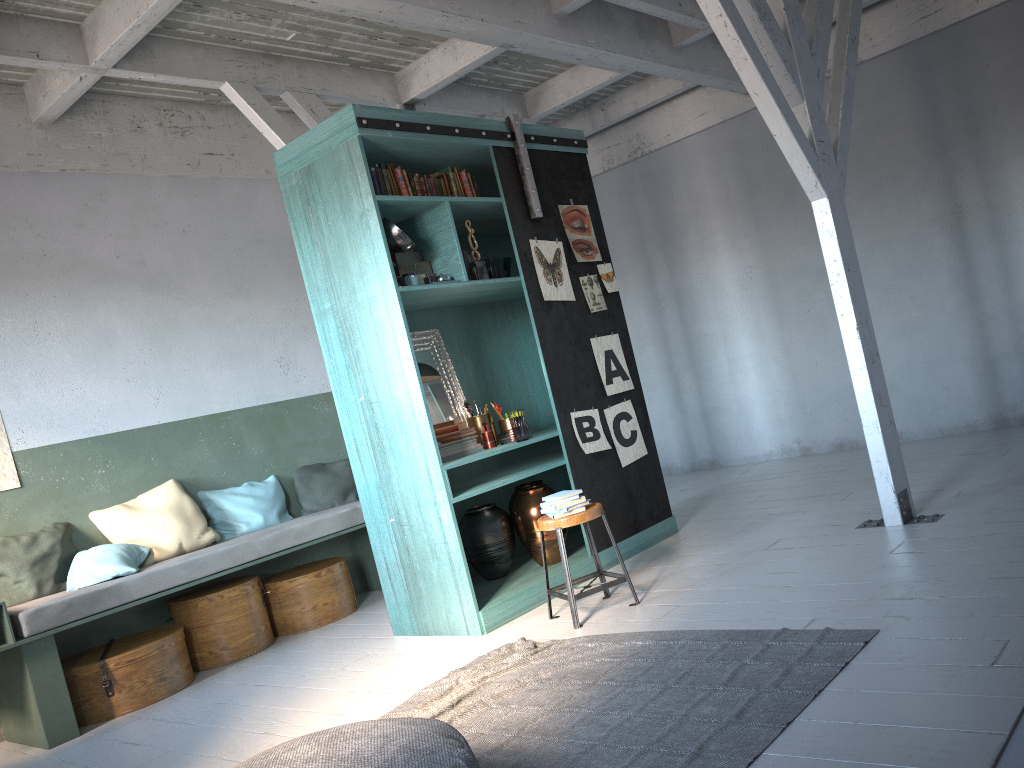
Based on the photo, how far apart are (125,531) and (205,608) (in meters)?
0.86

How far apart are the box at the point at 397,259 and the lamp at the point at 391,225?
0.3m

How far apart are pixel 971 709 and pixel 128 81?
7.2m

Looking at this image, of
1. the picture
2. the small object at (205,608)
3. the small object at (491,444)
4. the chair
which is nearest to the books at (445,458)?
the small object at (491,444)

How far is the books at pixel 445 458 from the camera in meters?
6.0

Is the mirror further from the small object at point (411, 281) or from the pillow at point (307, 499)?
the pillow at point (307, 499)

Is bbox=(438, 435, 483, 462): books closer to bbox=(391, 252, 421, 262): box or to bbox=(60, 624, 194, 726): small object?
bbox=(391, 252, 421, 262): box

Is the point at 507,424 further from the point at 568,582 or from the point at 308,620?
the point at 308,620

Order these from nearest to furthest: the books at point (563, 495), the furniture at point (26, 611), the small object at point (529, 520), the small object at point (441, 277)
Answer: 1. the books at point (563, 495)
2. the furniture at point (26, 611)
3. the small object at point (441, 277)
4. the small object at point (529, 520)

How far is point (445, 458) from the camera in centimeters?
597cm
